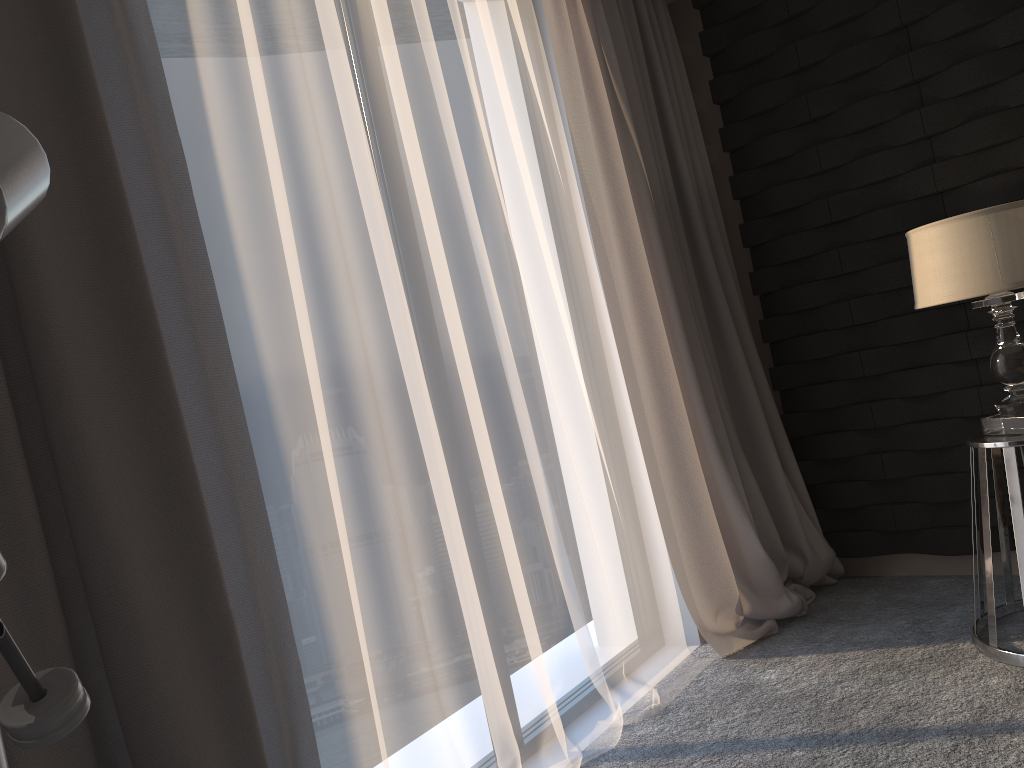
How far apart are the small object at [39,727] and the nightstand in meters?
2.2

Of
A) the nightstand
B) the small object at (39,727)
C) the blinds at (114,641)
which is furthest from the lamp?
the small object at (39,727)

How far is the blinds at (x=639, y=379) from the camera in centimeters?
290cm

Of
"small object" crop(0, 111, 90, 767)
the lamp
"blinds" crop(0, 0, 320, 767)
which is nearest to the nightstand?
the lamp

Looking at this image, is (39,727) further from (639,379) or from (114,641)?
(639,379)

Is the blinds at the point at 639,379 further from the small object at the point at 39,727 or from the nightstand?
the small object at the point at 39,727

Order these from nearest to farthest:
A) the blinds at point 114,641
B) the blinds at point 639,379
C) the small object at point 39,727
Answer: the small object at point 39,727, the blinds at point 114,641, the blinds at point 639,379

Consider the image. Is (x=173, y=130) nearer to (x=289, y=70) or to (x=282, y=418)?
(x=289, y=70)

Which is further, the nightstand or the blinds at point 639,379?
the blinds at point 639,379

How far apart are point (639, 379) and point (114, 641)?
1.93m
